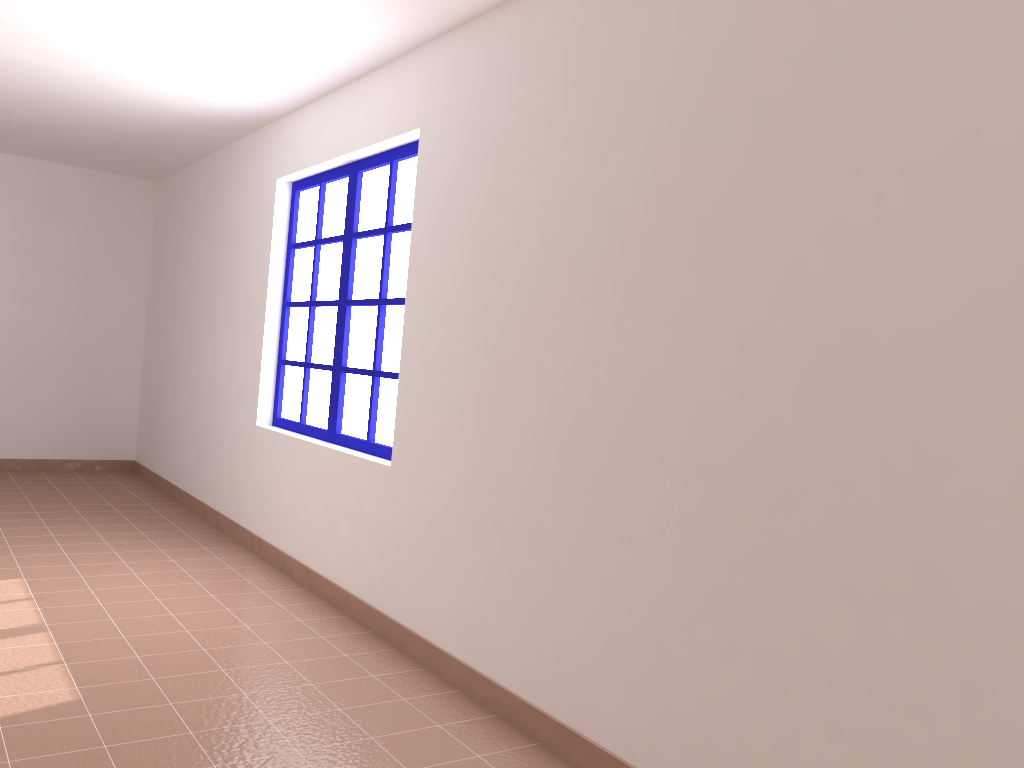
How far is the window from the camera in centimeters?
414cm

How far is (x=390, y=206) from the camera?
4.1 meters

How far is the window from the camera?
4.1m

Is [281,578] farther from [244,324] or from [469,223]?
[469,223]
